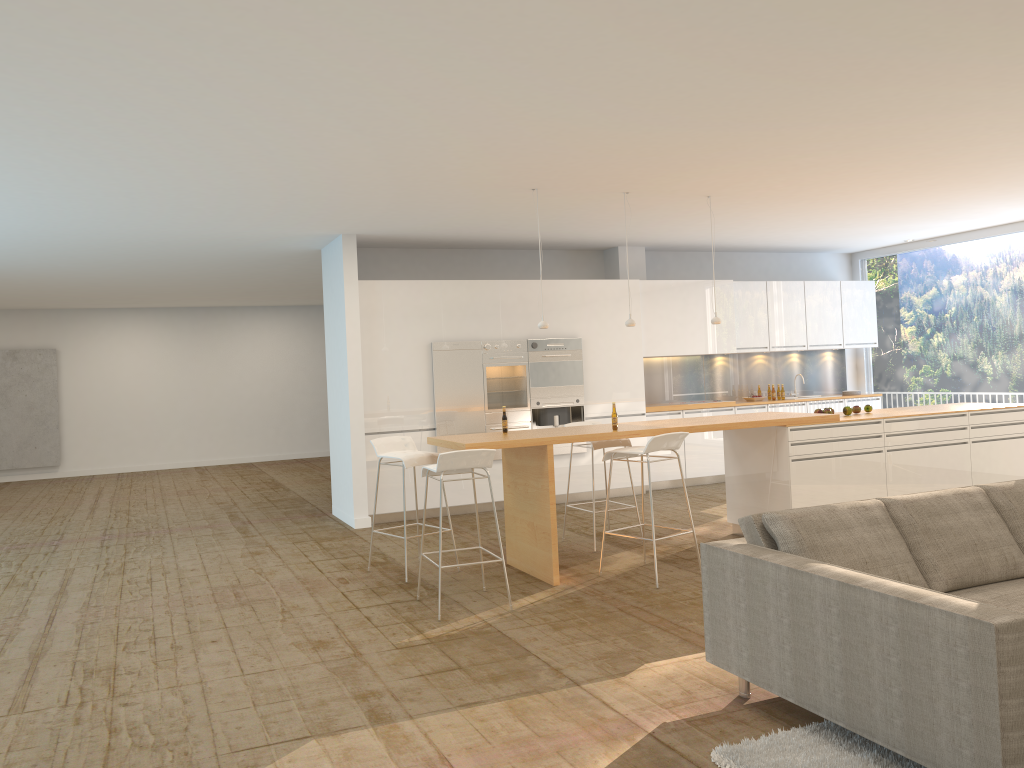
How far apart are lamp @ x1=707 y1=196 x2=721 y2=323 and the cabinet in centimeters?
255cm

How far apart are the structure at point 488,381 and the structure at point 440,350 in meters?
0.1

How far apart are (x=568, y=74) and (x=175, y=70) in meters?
1.9

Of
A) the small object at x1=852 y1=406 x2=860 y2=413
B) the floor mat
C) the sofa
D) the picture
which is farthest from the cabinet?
the picture

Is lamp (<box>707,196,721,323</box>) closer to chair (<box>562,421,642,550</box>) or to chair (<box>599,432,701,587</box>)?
chair (<box>562,421,642,550</box>)

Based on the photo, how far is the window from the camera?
10.7m

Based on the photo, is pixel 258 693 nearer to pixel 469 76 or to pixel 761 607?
pixel 761 607

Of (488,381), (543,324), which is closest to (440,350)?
(488,381)

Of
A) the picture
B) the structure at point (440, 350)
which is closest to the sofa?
the structure at point (440, 350)

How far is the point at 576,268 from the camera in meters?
11.1 m
